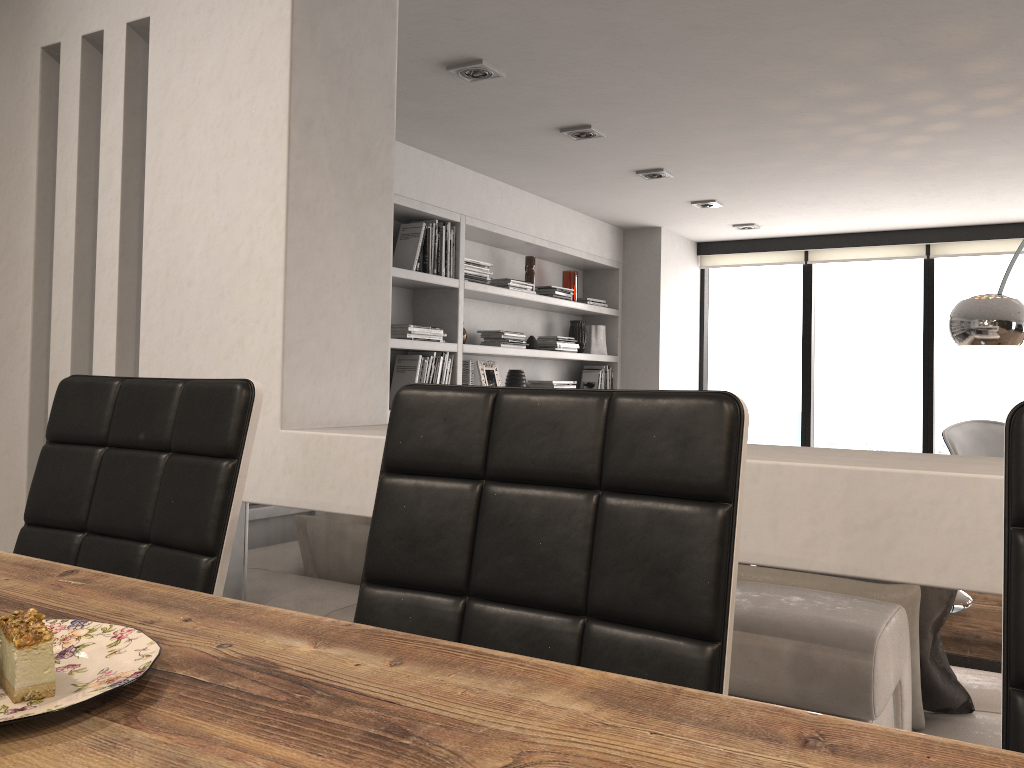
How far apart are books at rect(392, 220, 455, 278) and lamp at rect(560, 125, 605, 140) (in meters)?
0.90

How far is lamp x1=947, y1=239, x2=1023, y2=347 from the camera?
3.6m

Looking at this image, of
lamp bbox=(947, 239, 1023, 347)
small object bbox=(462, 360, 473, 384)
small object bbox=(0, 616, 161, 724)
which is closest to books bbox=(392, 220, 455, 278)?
small object bbox=(462, 360, 473, 384)

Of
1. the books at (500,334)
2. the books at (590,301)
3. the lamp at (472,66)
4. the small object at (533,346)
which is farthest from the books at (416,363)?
the books at (590,301)

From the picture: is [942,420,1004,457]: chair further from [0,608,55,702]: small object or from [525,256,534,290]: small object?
[0,608,55,702]: small object

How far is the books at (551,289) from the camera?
5.71m

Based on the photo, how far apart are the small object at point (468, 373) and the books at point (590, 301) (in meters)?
1.57

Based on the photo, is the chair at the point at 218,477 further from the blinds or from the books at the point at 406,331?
the blinds

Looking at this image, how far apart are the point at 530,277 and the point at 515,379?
0.7m

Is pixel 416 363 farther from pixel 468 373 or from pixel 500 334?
pixel 500 334
